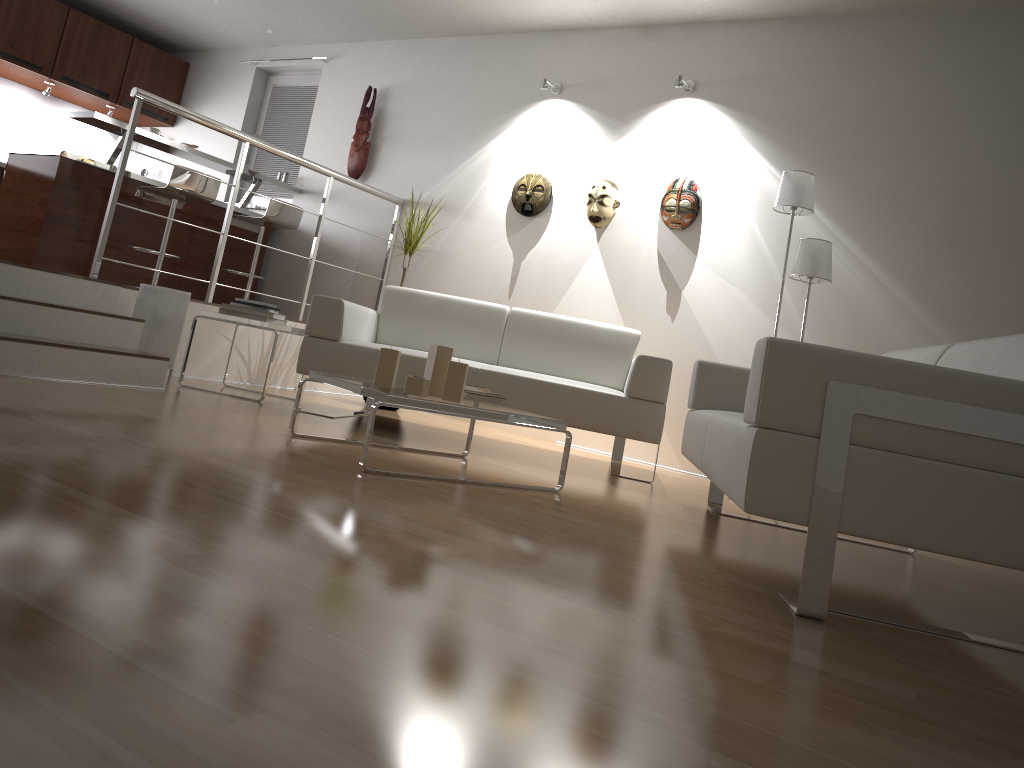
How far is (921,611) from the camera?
2.27m

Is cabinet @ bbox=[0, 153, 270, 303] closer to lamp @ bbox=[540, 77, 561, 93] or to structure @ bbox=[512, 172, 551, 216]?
structure @ bbox=[512, 172, 551, 216]

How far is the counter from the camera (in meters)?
5.61

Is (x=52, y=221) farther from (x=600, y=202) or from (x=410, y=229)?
(x=600, y=202)

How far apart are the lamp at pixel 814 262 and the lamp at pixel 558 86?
2.0m

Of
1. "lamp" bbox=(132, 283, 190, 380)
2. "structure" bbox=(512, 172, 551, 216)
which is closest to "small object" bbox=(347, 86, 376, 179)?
"structure" bbox=(512, 172, 551, 216)

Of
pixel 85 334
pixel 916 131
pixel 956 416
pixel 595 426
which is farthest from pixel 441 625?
pixel 916 131

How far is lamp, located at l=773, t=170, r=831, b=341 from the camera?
4.26m

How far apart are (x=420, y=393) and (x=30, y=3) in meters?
5.9 m

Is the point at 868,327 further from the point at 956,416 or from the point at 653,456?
the point at 956,416
